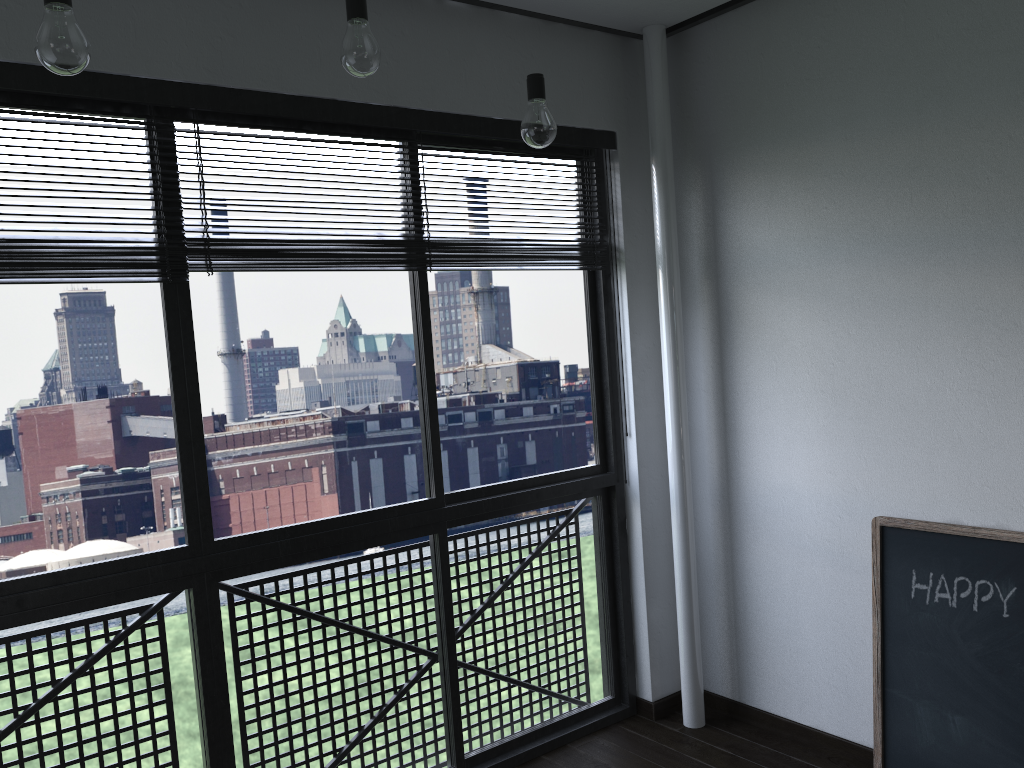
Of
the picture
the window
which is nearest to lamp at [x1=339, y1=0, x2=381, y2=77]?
the window

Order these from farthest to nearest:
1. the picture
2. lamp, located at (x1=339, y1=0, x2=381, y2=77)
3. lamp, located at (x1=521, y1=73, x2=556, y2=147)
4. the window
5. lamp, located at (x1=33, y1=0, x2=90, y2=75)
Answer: the picture, the window, lamp, located at (x1=521, y1=73, x2=556, y2=147), lamp, located at (x1=339, y1=0, x2=381, y2=77), lamp, located at (x1=33, y1=0, x2=90, y2=75)

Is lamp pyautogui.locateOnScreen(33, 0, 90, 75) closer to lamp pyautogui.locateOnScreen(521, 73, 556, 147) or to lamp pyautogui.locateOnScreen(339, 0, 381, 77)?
lamp pyautogui.locateOnScreen(339, 0, 381, 77)

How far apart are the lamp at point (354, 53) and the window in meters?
0.6 m

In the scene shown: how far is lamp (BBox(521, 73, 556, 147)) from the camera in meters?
2.0

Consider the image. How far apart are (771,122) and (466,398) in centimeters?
2062cm

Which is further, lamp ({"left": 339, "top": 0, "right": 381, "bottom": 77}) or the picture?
the picture

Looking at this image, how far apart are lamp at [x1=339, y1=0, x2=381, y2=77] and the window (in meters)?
0.60

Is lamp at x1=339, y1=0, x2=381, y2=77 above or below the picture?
above

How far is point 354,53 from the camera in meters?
1.7 m
